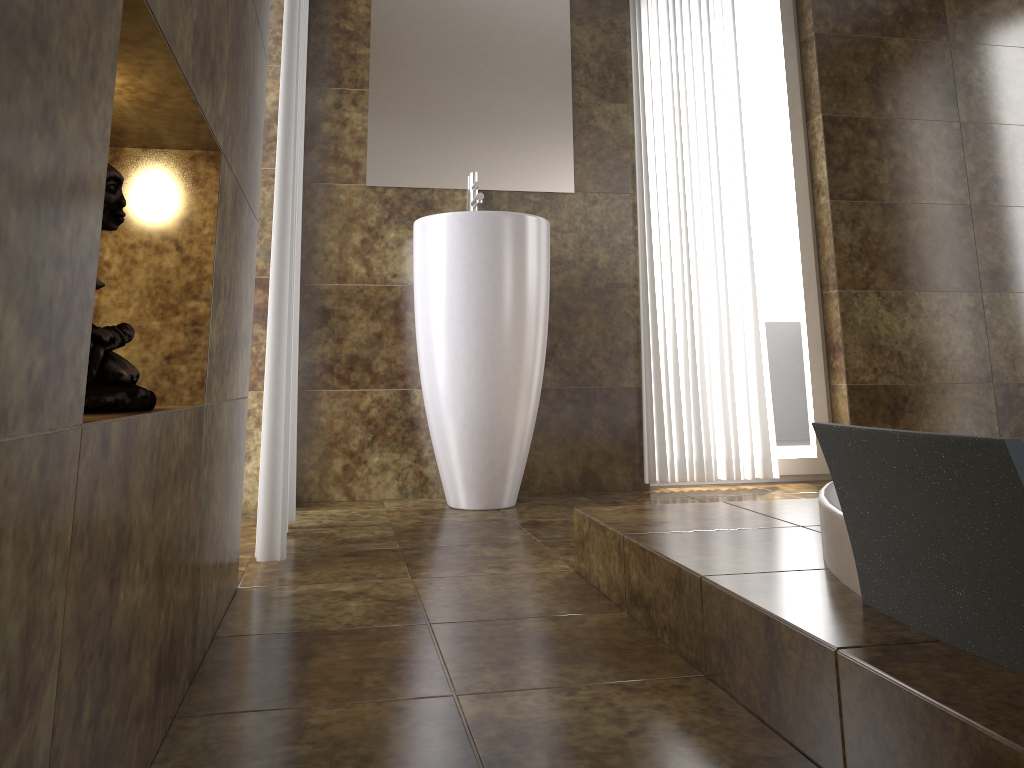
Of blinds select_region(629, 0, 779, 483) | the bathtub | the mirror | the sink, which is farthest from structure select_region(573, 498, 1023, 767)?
the mirror

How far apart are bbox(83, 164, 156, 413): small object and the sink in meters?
1.7

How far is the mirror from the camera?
3.0m

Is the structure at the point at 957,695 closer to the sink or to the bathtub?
the bathtub

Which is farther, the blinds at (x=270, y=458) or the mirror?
the mirror

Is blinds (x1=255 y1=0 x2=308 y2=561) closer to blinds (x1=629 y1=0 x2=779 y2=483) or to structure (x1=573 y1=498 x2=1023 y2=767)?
structure (x1=573 y1=498 x2=1023 y2=767)

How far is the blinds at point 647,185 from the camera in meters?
3.2 m

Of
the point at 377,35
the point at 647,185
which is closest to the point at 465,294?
the point at 647,185

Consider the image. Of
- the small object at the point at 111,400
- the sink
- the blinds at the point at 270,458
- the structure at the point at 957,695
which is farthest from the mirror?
the small object at the point at 111,400

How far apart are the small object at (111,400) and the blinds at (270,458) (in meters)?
0.98
